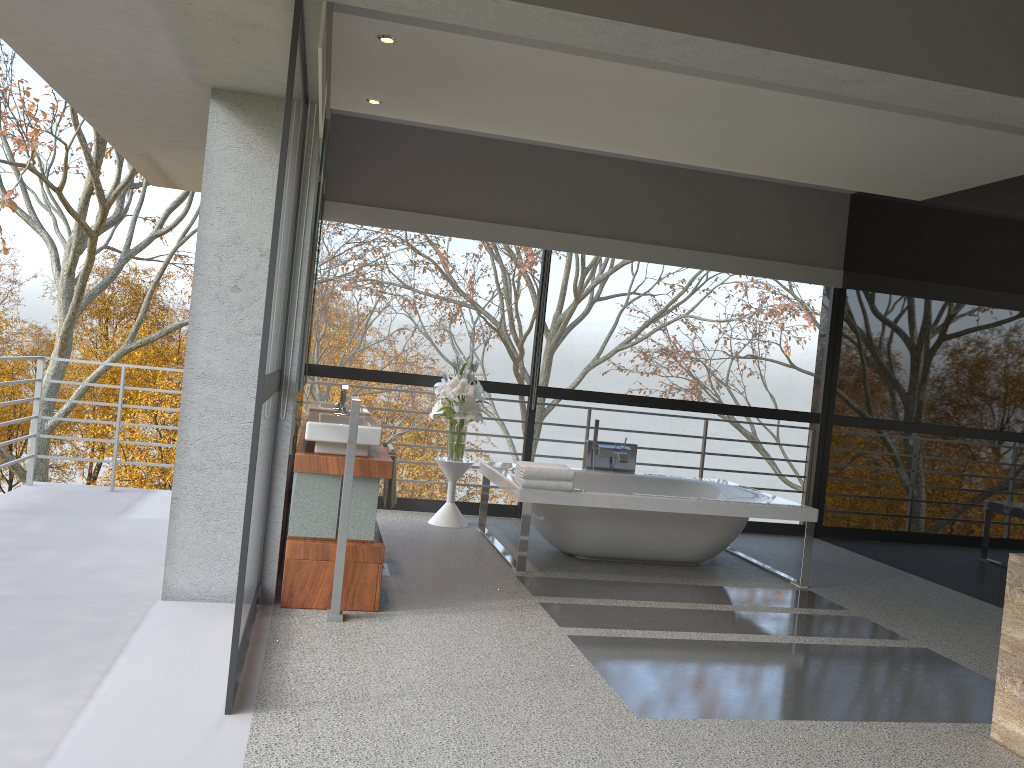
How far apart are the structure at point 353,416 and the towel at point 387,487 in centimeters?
107cm

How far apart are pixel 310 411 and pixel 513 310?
18.64m

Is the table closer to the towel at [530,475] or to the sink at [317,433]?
the towel at [530,475]

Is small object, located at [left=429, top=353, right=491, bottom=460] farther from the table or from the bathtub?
the bathtub

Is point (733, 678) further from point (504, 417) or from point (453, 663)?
point (504, 417)

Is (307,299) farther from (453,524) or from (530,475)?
(453,524)

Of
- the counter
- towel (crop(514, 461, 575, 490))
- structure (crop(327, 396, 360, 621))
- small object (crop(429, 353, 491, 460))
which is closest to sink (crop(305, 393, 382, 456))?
the counter

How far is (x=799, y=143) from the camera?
5.6 meters

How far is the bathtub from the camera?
5.4 meters

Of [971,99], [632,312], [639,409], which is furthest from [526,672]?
[632,312]
